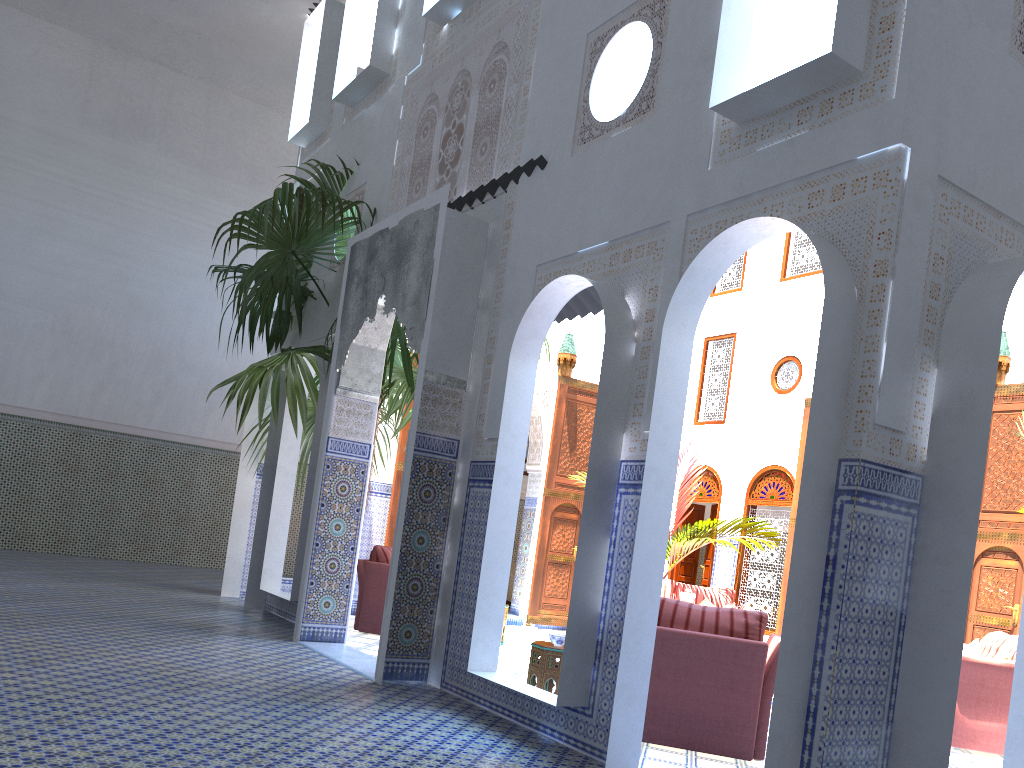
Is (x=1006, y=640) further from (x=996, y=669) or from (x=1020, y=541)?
(x=1020, y=541)

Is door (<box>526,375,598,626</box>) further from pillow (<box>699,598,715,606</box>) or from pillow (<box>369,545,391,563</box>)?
pillow (<box>369,545,391,563</box>)

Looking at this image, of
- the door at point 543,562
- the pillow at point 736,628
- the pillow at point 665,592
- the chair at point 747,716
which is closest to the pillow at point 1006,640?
the chair at point 747,716

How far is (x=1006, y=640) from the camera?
5.4m

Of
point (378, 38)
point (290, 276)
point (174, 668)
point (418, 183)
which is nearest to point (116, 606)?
point (174, 668)

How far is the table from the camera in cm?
435

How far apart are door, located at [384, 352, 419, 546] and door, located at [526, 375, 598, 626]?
1.6m

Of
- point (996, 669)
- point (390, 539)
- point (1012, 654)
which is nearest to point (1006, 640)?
point (1012, 654)

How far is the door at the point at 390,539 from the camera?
7.6 meters

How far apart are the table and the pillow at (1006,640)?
2.8m
